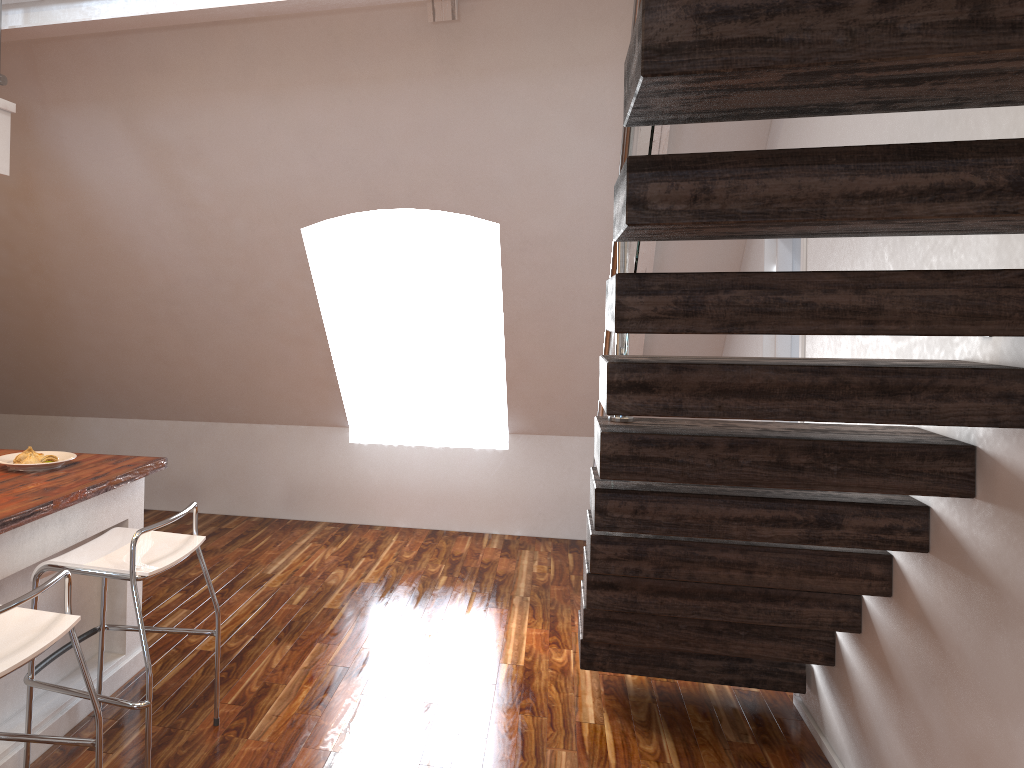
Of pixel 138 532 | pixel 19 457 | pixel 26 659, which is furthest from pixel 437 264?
pixel 26 659

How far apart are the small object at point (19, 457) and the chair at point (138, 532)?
0.5m

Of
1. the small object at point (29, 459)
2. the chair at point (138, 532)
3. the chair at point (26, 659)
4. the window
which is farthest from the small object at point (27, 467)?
the window

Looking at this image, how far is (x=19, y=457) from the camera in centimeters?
302cm

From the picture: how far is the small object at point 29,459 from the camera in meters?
3.0

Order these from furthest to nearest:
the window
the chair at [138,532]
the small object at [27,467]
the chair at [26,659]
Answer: the window, the small object at [27,467], the chair at [138,532], the chair at [26,659]

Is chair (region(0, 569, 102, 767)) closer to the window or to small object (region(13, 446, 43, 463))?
small object (region(13, 446, 43, 463))

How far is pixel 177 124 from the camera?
4.01m

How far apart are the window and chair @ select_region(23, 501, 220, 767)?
3.1m

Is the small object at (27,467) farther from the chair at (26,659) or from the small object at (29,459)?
the chair at (26,659)
